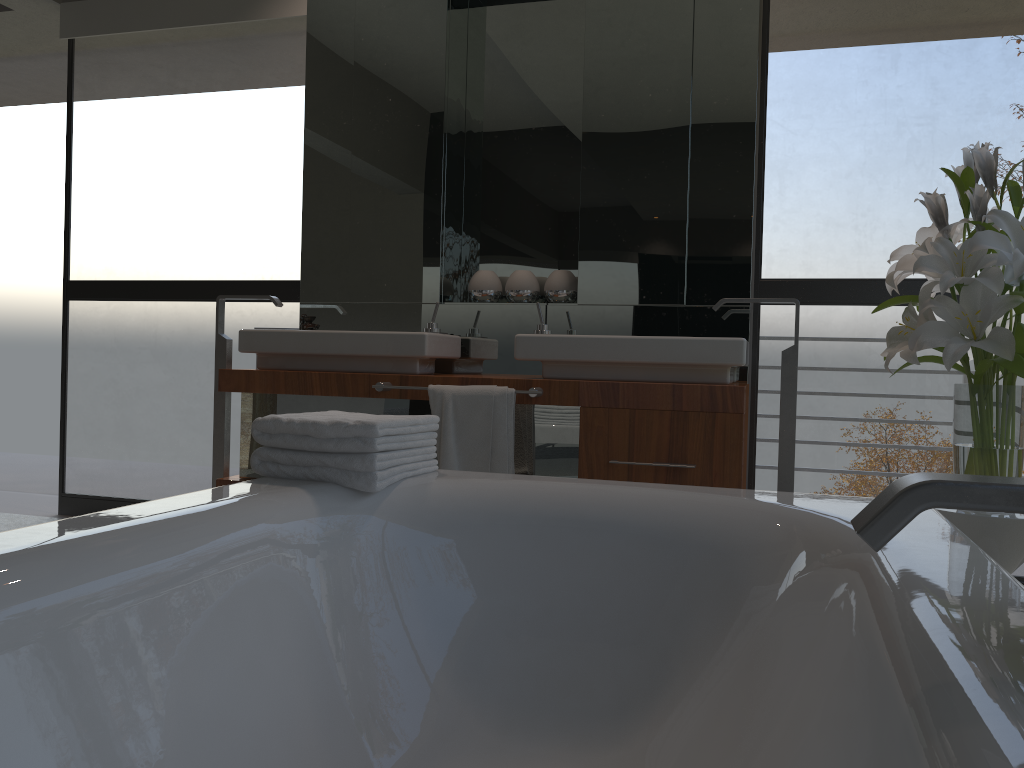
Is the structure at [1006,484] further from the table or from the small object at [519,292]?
the small object at [519,292]

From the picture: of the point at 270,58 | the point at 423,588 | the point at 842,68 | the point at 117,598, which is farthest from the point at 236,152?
the point at 117,598

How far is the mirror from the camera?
3.16m

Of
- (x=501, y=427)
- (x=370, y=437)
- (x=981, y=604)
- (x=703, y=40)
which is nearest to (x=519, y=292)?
(x=501, y=427)

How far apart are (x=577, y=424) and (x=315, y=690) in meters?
1.5

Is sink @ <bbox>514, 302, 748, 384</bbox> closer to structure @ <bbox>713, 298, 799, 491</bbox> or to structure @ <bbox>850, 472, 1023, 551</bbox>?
structure @ <bbox>713, 298, 799, 491</bbox>

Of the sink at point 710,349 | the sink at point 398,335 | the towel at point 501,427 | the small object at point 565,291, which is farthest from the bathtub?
the small object at point 565,291

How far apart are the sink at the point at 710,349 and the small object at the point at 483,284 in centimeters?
43cm

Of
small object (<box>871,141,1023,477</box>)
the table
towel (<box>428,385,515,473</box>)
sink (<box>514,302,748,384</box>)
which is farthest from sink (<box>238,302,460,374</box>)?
the table

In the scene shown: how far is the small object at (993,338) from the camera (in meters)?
1.77
